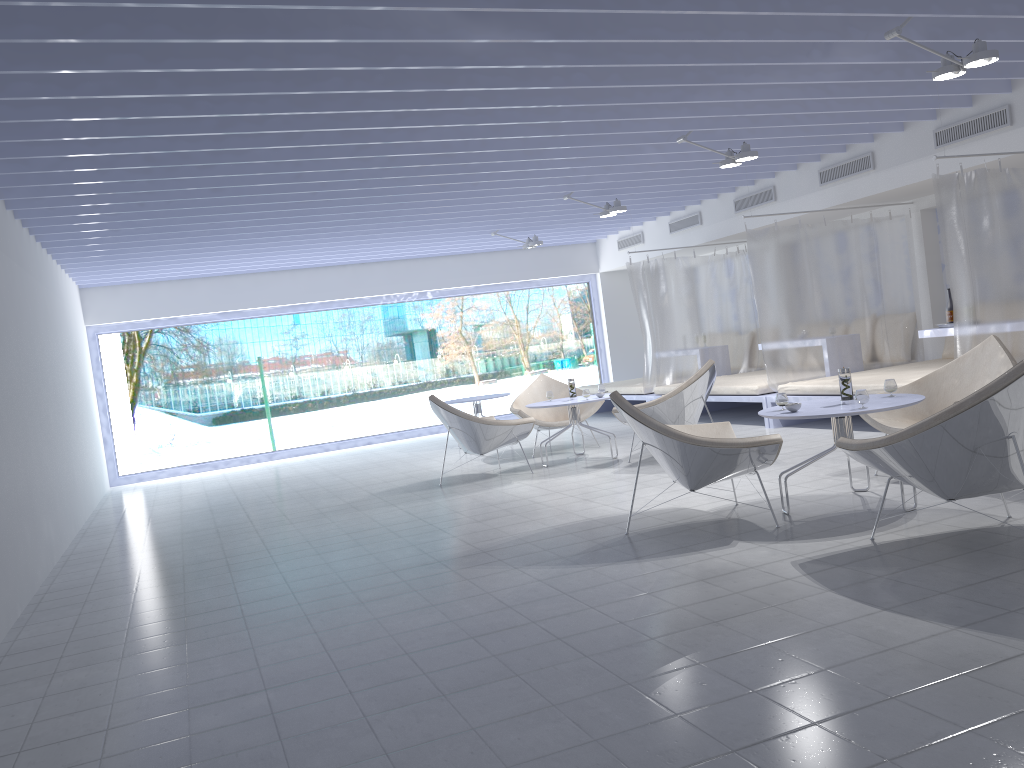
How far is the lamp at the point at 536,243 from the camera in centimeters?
1055cm

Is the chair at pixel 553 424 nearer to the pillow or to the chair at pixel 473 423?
the chair at pixel 473 423

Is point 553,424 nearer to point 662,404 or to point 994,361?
point 662,404

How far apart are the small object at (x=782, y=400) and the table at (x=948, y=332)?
3.3m

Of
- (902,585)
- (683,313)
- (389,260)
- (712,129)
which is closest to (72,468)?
(389,260)

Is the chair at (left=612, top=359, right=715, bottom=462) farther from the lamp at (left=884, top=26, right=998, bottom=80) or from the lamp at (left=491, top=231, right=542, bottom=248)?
the lamp at (left=491, top=231, right=542, bottom=248)

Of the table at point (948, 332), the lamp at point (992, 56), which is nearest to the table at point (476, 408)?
the table at point (948, 332)

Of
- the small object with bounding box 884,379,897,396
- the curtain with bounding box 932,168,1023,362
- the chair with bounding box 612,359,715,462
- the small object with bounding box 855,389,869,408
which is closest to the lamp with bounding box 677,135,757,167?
the curtain with bounding box 932,168,1023,362

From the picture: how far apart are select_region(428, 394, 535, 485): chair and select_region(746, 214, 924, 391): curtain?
2.4 meters

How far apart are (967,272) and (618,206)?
3.37m
